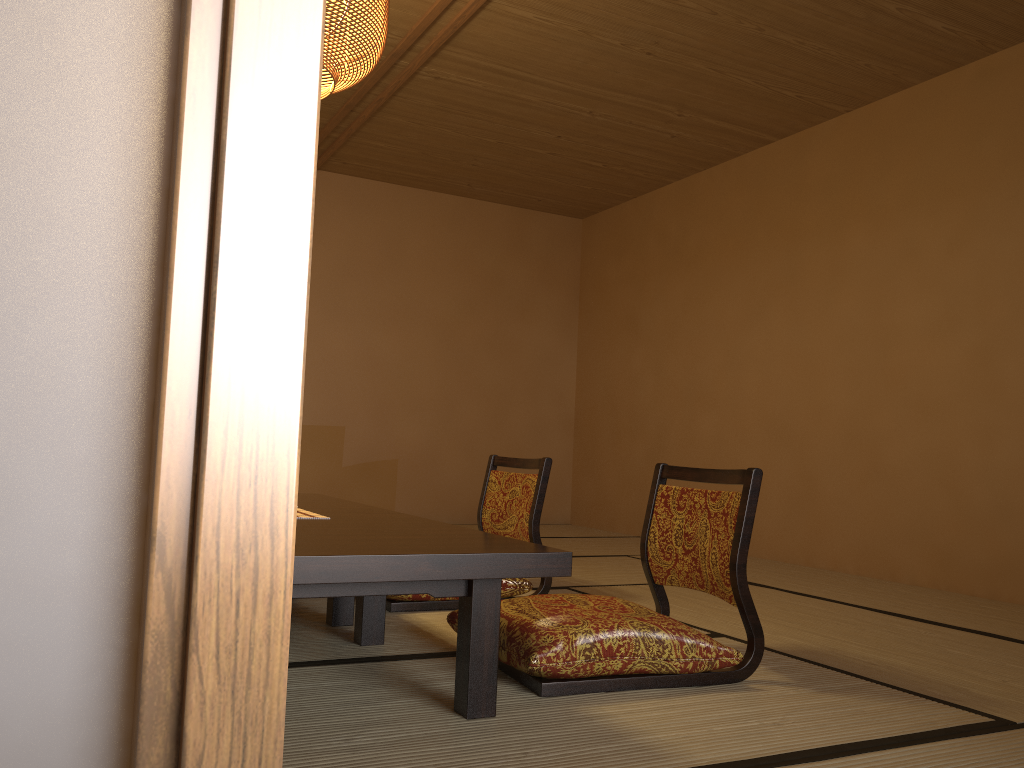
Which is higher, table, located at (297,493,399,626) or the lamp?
the lamp

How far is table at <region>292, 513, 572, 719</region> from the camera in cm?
164

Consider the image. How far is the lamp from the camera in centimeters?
272cm

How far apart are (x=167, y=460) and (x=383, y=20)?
2.76m

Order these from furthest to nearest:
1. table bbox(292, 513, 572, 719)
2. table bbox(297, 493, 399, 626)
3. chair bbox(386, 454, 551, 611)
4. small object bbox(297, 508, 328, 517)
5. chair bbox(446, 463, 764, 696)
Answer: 1. chair bbox(386, 454, 551, 611)
2. table bbox(297, 493, 399, 626)
3. small object bbox(297, 508, 328, 517)
4. chair bbox(446, 463, 764, 696)
5. table bbox(292, 513, 572, 719)

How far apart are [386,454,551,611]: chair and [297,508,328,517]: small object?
0.60m

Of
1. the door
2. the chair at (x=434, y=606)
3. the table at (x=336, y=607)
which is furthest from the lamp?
the chair at (x=434, y=606)

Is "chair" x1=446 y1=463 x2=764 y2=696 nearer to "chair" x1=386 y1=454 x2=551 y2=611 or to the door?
"chair" x1=386 y1=454 x2=551 y2=611

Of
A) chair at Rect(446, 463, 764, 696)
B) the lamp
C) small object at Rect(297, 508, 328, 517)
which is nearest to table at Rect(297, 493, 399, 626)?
small object at Rect(297, 508, 328, 517)

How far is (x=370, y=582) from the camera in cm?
164
